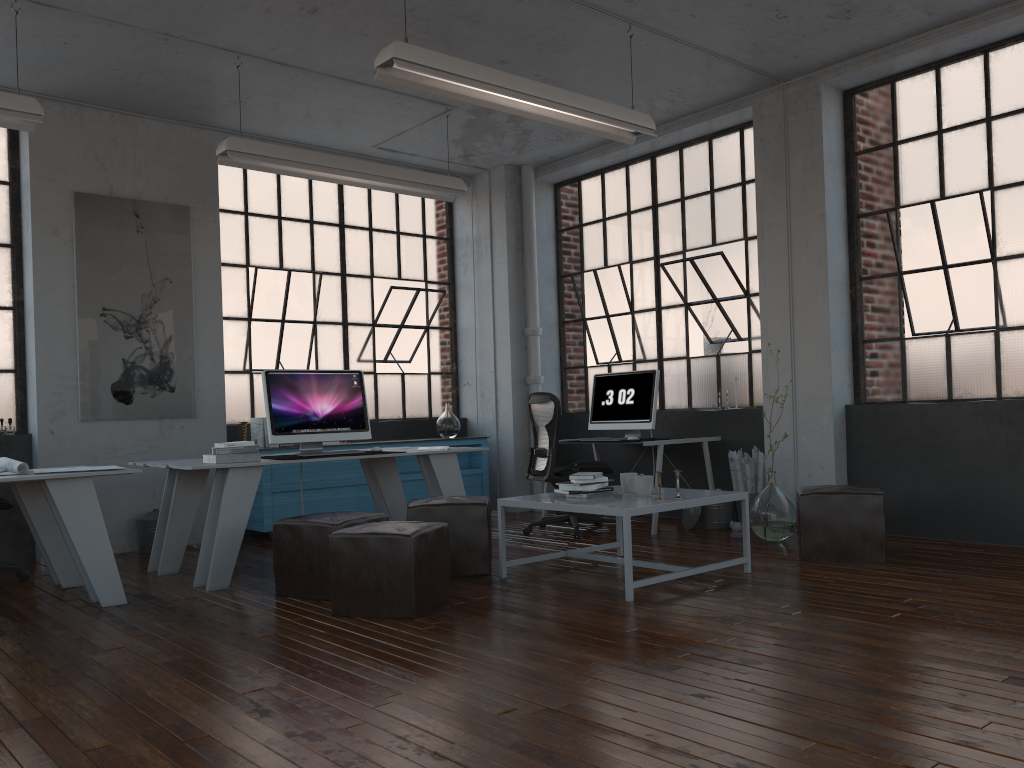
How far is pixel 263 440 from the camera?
7.15m

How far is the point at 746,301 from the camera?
7.16m

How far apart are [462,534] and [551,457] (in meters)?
1.65

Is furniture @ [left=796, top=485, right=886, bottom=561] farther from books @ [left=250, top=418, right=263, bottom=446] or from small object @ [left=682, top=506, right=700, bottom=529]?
books @ [left=250, top=418, right=263, bottom=446]

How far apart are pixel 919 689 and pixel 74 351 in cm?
579

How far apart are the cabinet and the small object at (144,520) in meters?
0.7 m

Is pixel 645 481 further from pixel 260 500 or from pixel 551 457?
pixel 260 500

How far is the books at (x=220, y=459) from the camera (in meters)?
5.06

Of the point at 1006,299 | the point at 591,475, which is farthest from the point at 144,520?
the point at 1006,299

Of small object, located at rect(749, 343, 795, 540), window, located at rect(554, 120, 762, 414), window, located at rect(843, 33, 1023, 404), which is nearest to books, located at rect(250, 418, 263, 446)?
window, located at rect(554, 120, 762, 414)
